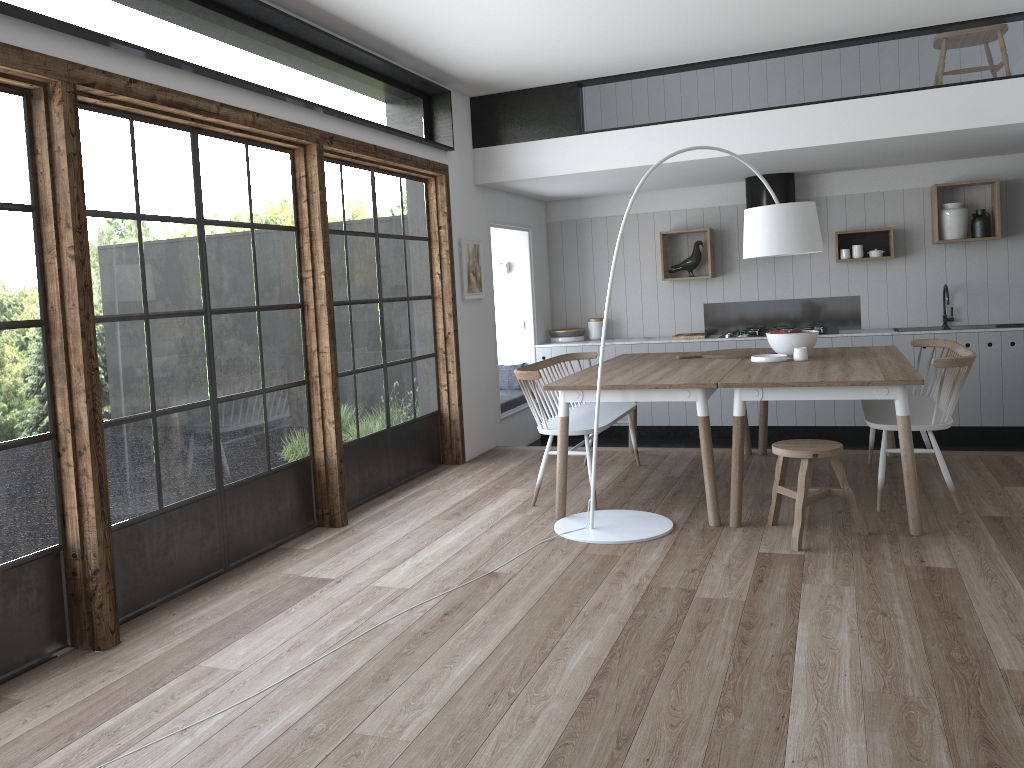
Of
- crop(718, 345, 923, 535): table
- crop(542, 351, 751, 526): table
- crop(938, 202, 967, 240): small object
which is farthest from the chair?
crop(938, 202, 967, 240): small object

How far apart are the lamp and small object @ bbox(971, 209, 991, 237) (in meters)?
3.11

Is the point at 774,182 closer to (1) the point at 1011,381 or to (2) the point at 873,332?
(2) the point at 873,332

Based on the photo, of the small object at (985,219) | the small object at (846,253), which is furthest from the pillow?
the small object at (985,219)

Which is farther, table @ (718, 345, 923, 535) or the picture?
the picture

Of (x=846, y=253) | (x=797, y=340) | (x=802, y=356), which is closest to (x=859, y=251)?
(x=846, y=253)

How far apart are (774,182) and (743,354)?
2.47m

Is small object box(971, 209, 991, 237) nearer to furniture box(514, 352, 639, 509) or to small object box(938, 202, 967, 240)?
small object box(938, 202, 967, 240)

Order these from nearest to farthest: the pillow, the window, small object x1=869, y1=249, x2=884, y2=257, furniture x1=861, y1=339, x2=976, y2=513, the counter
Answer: the window < furniture x1=861, y1=339, x2=976, y2=513 < the counter < small object x1=869, y1=249, x2=884, y2=257 < the pillow

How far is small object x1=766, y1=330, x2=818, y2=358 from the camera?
5.5 meters
